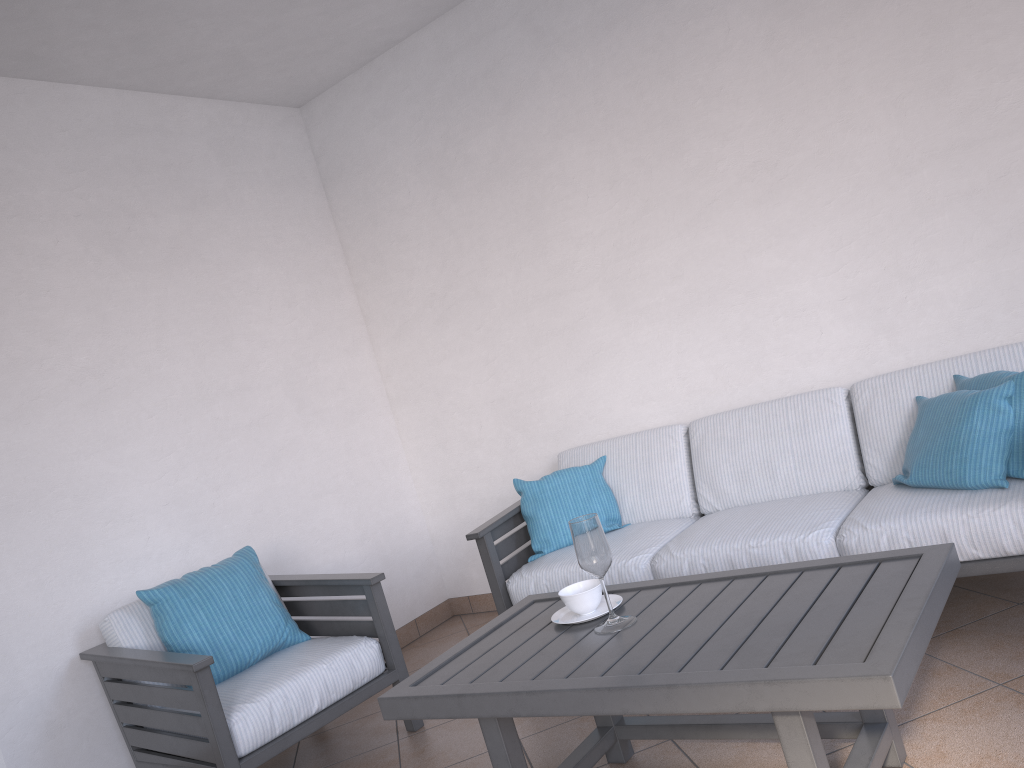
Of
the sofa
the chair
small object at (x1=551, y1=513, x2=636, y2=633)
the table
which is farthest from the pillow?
the chair

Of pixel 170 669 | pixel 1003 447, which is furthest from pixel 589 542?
pixel 170 669

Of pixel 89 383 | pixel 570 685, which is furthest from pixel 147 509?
pixel 570 685

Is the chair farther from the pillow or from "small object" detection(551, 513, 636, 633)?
the pillow

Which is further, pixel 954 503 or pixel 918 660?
pixel 954 503

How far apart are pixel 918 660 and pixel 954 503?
1.2 meters

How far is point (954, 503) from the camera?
2.6m

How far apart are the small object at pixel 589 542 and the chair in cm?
101

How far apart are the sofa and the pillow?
0.0m

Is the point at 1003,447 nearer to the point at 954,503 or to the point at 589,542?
the point at 954,503
